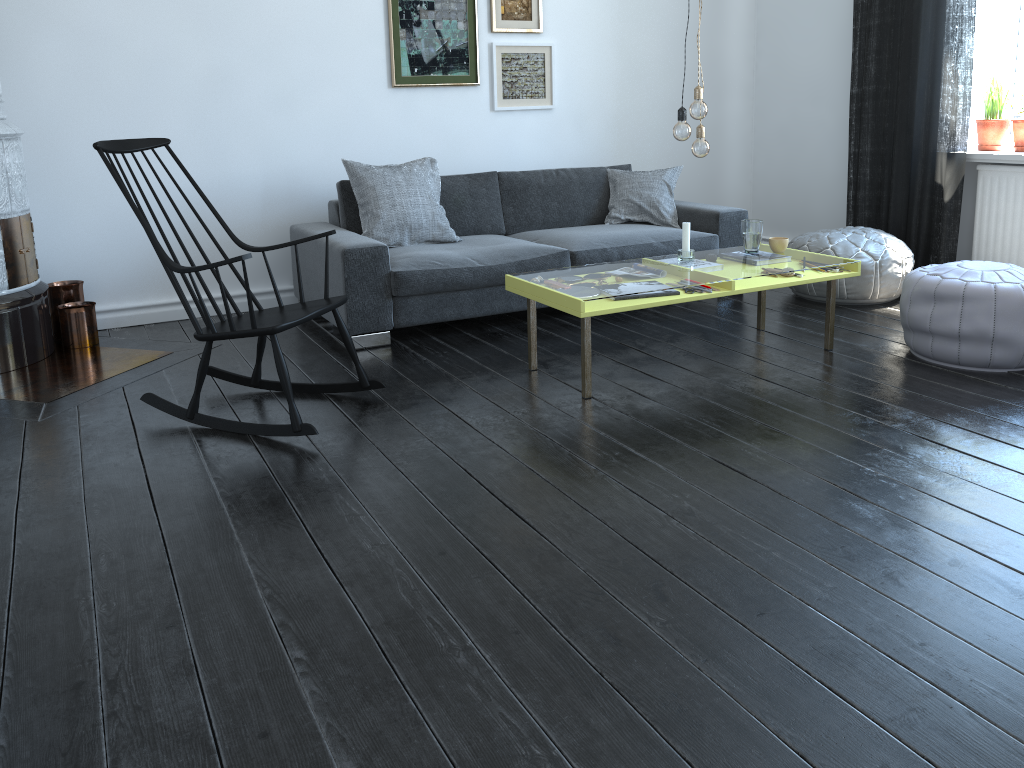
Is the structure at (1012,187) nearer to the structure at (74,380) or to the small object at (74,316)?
the structure at (74,380)

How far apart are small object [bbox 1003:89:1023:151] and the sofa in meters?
1.5

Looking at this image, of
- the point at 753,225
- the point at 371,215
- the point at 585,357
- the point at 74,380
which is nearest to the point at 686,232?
the point at 753,225

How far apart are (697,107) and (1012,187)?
2.3m

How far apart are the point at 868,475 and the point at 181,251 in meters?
3.6 m

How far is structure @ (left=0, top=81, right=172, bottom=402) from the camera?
3.72m

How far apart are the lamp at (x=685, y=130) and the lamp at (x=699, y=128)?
0.1 meters

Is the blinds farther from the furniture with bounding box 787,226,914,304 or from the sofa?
the sofa

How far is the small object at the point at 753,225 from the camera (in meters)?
3.92

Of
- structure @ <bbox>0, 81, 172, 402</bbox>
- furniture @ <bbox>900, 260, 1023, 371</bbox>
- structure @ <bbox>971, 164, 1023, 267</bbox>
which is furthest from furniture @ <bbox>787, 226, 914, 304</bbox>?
structure @ <bbox>0, 81, 172, 402</bbox>
